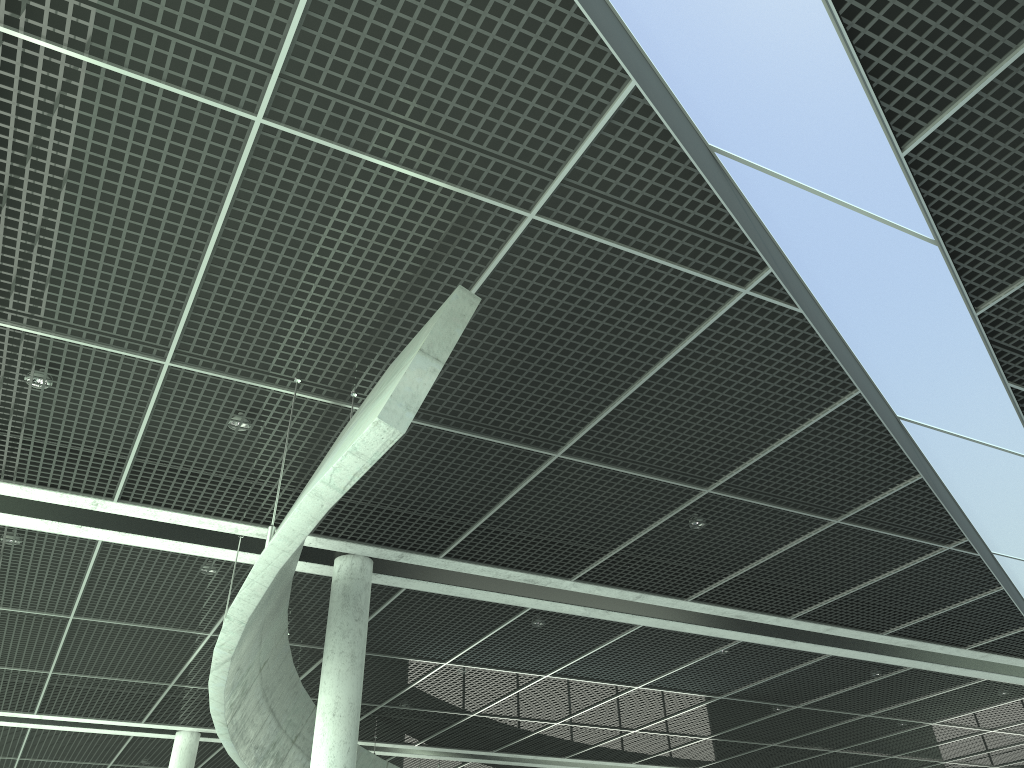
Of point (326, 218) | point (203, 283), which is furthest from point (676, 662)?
point (326, 218)

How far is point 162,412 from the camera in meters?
23.1 m
